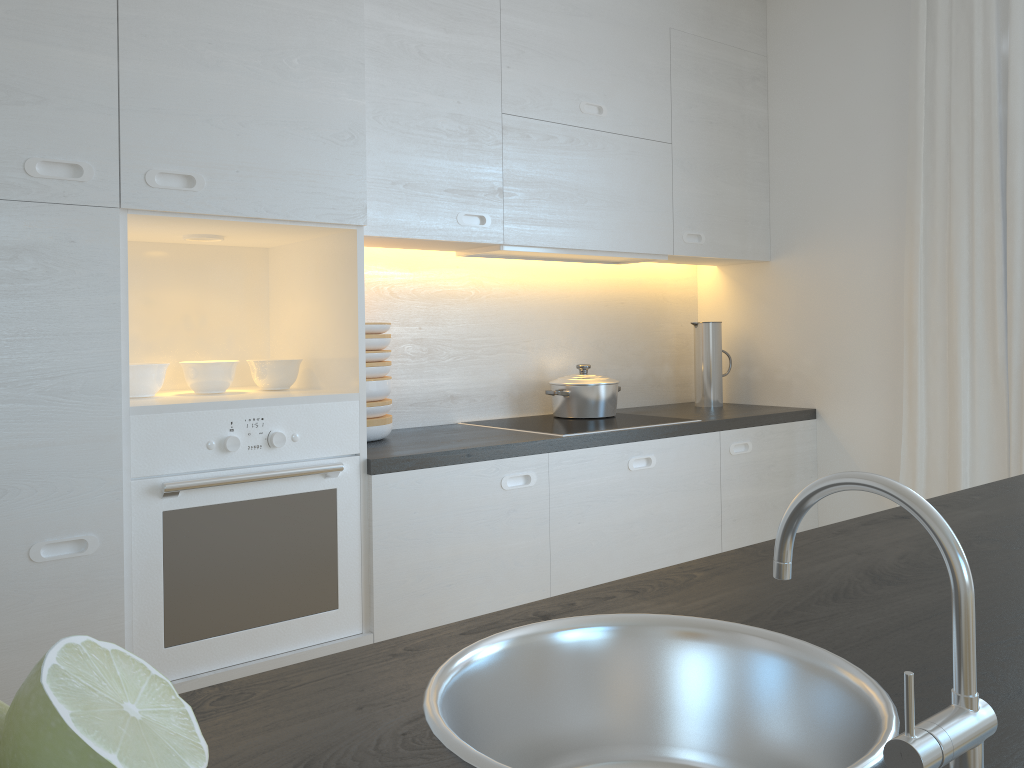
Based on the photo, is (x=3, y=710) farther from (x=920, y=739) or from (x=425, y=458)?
(x=425, y=458)

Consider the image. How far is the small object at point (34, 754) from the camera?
0.32m

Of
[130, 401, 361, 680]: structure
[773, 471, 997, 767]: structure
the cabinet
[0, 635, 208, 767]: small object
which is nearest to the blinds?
the cabinet

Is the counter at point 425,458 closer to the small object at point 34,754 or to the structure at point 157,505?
the structure at point 157,505

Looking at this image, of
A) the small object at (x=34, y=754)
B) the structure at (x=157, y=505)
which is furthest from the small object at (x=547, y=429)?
the small object at (x=34, y=754)

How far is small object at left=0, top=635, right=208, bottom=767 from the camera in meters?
0.3 m

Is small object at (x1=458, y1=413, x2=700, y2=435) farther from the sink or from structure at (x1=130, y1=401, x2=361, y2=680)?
the sink

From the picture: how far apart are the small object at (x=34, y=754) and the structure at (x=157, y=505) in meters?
1.7

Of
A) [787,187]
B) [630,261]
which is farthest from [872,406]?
[630,261]

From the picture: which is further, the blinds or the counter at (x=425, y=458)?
the blinds
